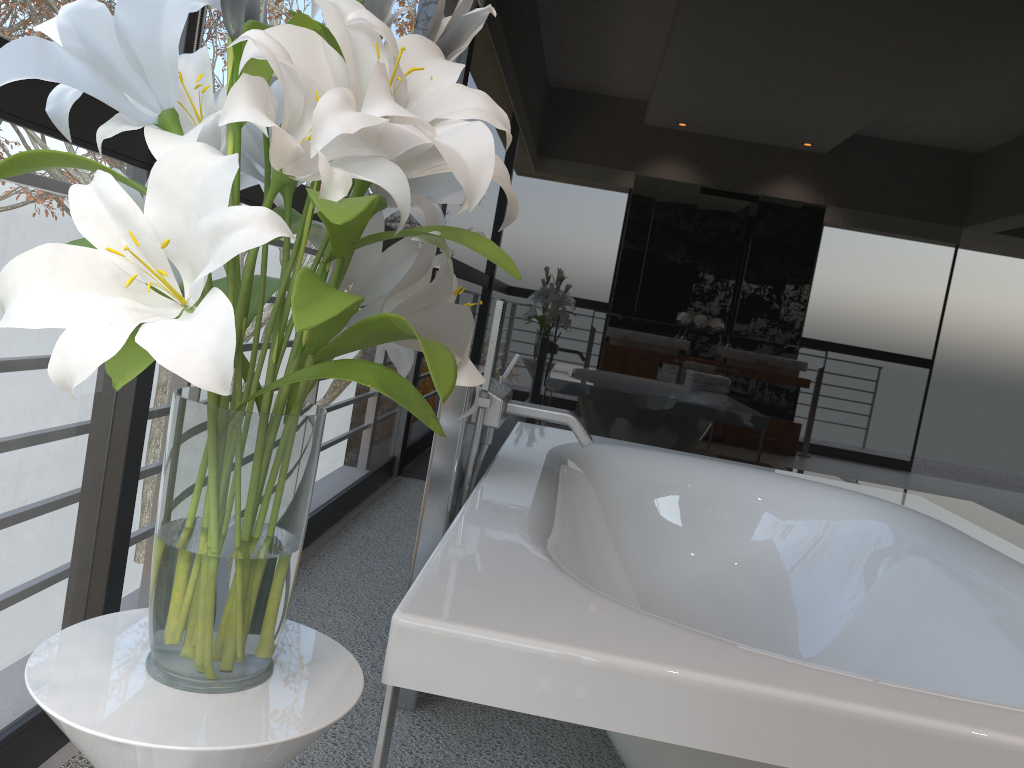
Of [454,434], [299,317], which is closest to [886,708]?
[299,317]

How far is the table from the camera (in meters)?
0.72

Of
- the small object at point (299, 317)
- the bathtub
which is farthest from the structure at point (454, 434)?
the small object at point (299, 317)

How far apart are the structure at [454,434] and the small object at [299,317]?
0.8 meters

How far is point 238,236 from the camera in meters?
0.6

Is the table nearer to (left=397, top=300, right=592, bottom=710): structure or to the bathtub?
the bathtub

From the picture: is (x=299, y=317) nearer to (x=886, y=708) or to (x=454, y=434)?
(x=886, y=708)

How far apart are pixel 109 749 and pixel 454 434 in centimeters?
114cm

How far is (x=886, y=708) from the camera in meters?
1.0 m

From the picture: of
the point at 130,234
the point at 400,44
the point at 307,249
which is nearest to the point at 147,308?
the point at 130,234
